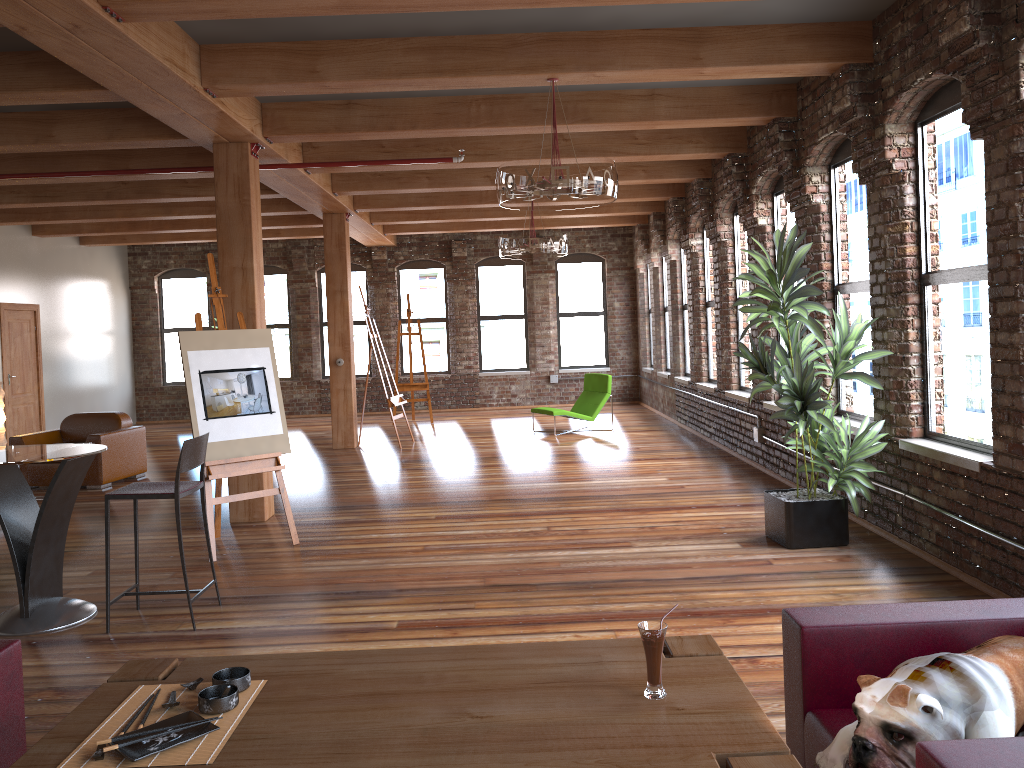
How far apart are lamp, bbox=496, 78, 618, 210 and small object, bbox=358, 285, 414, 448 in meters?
5.8

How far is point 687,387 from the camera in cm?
1220

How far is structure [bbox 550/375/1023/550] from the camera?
8.67m

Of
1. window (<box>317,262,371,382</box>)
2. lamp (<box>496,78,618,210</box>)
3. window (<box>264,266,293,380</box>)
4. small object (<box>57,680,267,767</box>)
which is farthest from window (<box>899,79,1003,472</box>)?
window (<box>264,266,293,380</box>)

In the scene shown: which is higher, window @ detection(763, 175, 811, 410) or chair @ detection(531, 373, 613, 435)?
window @ detection(763, 175, 811, 410)

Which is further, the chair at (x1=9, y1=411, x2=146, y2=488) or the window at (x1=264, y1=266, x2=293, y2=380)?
the window at (x1=264, y1=266, x2=293, y2=380)

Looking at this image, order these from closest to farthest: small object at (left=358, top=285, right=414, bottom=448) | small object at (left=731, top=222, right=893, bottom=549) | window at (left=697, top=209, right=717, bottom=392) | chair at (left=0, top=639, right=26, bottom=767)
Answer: chair at (left=0, top=639, right=26, bottom=767)
small object at (left=731, top=222, right=893, bottom=549)
window at (left=697, top=209, right=717, bottom=392)
small object at (left=358, top=285, right=414, bottom=448)

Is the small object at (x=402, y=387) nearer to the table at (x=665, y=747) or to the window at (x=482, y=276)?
the window at (x=482, y=276)

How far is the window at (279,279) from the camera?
16.5m

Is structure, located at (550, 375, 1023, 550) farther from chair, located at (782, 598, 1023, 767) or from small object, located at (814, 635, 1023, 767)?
small object, located at (814, 635, 1023, 767)
